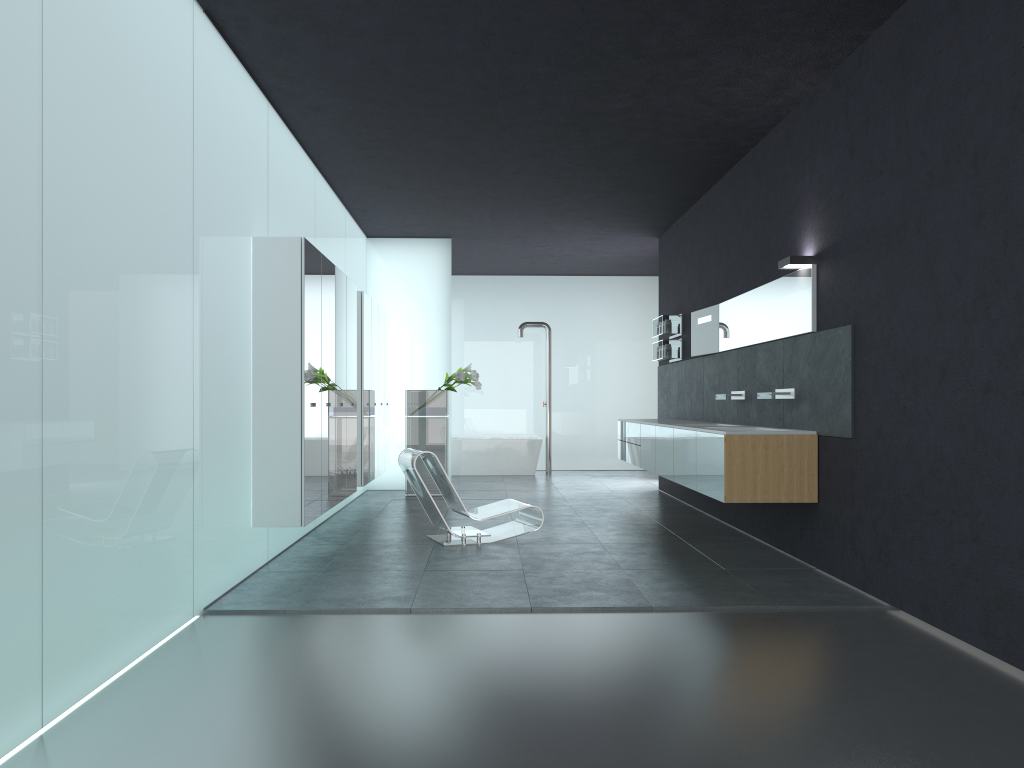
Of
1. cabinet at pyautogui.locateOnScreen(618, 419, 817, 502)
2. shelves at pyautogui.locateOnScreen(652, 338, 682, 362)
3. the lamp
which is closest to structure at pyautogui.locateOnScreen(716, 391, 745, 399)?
cabinet at pyautogui.locateOnScreen(618, 419, 817, 502)

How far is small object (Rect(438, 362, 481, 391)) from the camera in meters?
12.2 m

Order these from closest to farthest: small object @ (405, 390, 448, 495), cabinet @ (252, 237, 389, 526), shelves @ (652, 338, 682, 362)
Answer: cabinet @ (252, 237, 389, 526) → shelves @ (652, 338, 682, 362) → small object @ (405, 390, 448, 495)

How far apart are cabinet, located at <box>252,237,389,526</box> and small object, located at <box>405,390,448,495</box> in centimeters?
32cm

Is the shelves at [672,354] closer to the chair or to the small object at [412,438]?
the small object at [412,438]

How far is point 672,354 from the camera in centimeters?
1175cm

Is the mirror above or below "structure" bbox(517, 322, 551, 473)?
below

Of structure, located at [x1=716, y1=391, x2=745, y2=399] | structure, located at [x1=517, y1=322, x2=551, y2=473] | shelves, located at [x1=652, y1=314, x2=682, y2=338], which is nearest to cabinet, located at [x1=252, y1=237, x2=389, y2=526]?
shelves, located at [x1=652, y1=314, x2=682, y2=338]

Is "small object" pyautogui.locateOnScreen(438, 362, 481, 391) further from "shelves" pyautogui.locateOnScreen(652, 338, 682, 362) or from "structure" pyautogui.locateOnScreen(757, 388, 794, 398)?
"structure" pyautogui.locateOnScreen(757, 388, 794, 398)

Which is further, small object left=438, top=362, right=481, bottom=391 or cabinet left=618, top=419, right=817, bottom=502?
small object left=438, top=362, right=481, bottom=391
